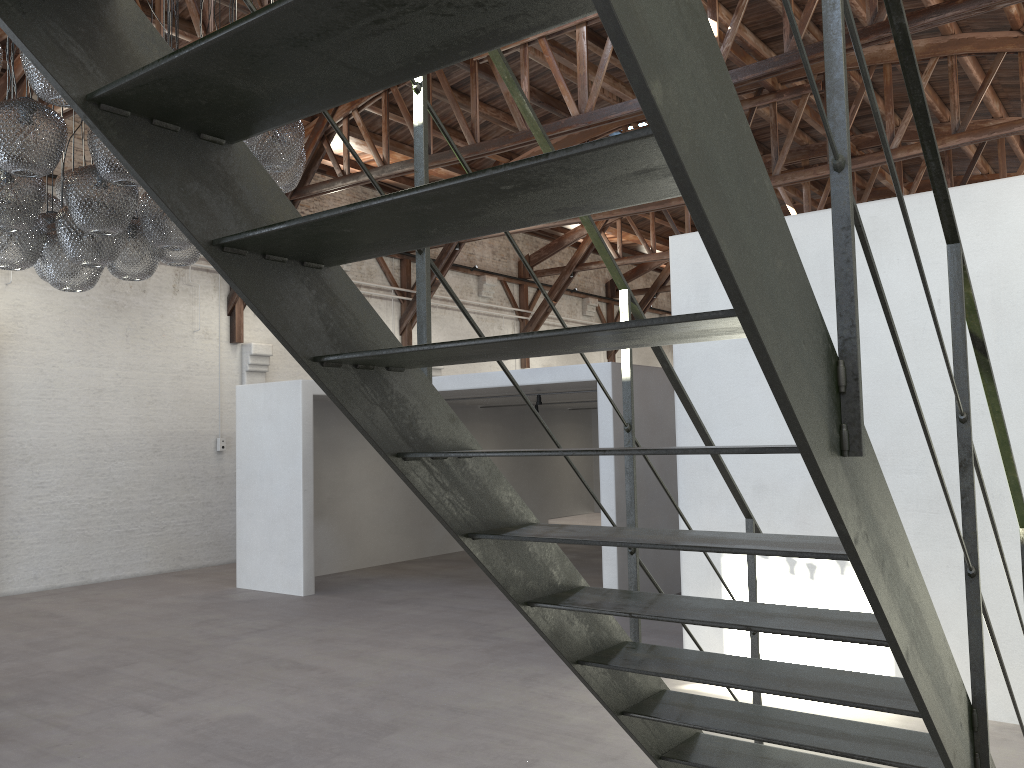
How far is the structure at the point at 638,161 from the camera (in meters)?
1.15

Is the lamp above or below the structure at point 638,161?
above

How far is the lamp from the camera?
4.2m

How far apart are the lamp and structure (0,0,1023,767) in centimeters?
270cm

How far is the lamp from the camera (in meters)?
4.20

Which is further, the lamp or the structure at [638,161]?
the lamp

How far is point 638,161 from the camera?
1.1 meters

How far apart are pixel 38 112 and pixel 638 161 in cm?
401

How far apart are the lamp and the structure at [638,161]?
2.7 meters
